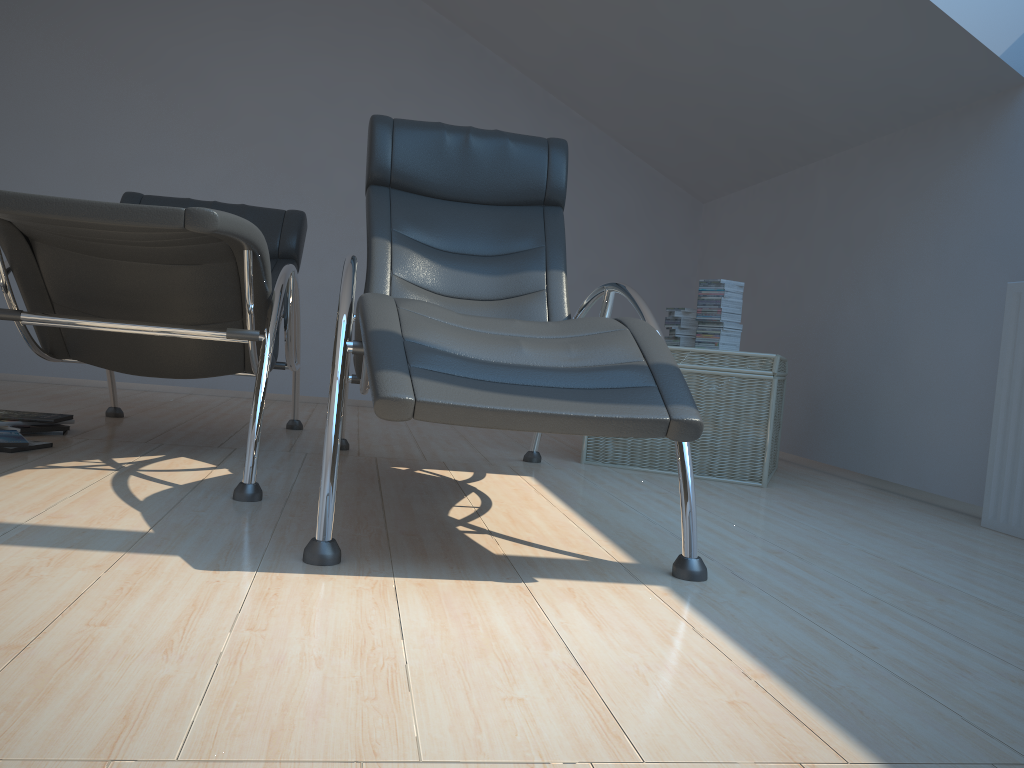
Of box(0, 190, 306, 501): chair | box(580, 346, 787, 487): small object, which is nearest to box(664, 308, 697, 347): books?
box(580, 346, 787, 487): small object

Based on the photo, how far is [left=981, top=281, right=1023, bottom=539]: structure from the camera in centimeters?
276cm

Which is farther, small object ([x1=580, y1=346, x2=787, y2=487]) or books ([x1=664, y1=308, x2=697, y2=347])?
books ([x1=664, y1=308, x2=697, y2=347])

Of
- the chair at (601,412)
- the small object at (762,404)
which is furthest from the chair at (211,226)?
the small object at (762,404)

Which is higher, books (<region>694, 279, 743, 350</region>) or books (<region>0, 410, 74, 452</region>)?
books (<region>694, 279, 743, 350</region>)

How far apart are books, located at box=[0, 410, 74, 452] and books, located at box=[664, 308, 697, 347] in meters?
2.4

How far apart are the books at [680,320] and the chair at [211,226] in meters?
1.6

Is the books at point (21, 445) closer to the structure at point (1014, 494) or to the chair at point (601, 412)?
the chair at point (601, 412)

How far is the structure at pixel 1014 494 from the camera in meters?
2.8

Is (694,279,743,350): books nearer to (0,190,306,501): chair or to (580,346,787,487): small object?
(580,346,787,487): small object
